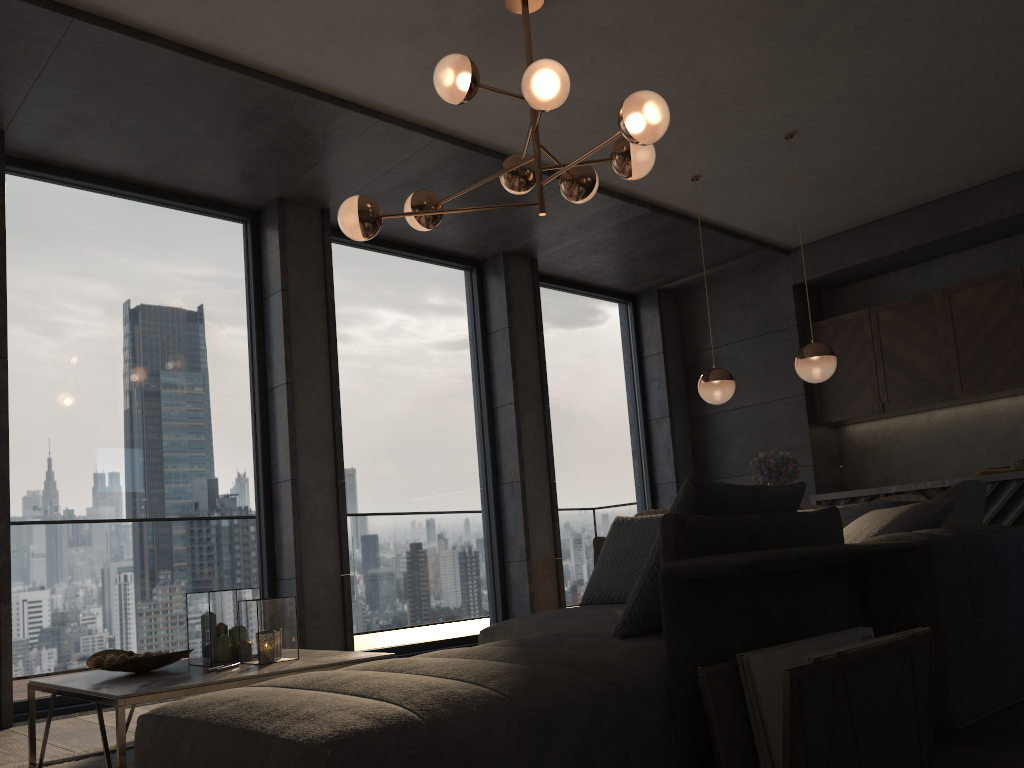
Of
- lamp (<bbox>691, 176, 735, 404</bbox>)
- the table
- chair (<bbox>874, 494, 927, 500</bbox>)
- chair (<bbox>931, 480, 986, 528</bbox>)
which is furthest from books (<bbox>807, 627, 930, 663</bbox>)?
chair (<bbox>874, 494, 927, 500</bbox>)

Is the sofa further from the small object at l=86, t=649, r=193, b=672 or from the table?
the small object at l=86, t=649, r=193, b=672

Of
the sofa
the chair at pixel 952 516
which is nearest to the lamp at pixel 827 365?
the chair at pixel 952 516

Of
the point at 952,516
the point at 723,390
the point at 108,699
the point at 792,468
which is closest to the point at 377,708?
the point at 108,699

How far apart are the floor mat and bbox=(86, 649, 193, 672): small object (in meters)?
0.31

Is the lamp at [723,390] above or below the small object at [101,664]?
above

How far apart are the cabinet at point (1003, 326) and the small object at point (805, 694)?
5.02m

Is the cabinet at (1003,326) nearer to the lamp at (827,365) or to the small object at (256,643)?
the lamp at (827,365)

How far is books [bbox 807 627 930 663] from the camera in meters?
1.8 m

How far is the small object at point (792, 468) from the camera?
5.3m
